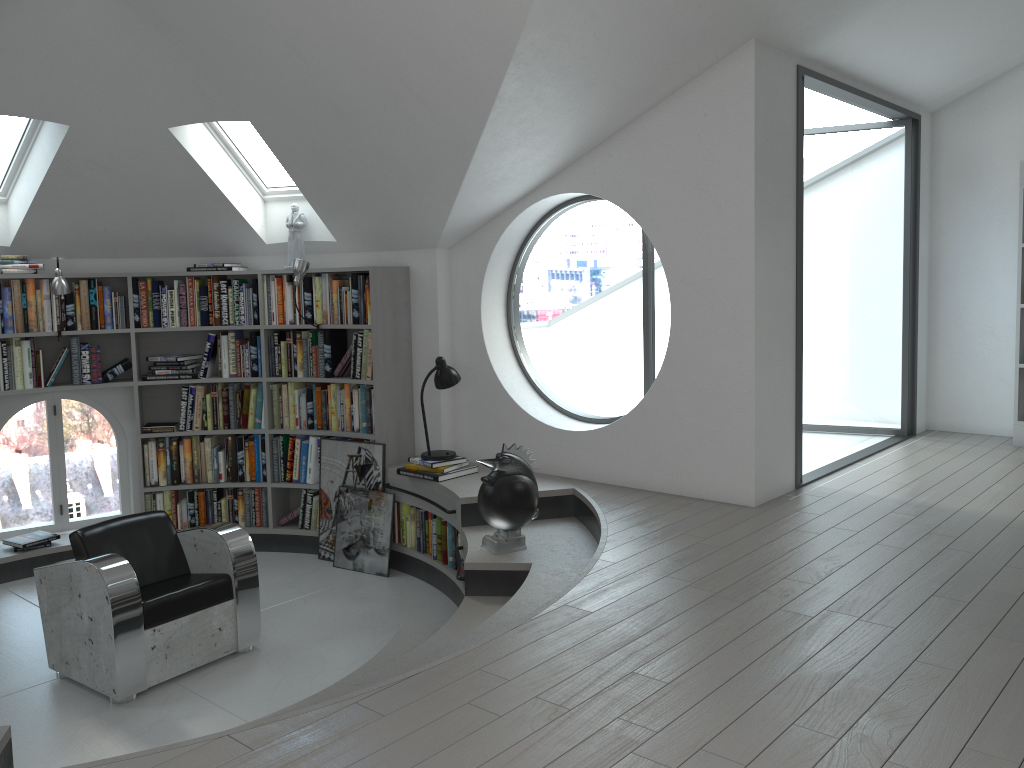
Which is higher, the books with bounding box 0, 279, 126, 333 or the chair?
the books with bounding box 0, 279, 126, 333

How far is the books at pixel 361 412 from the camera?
6.2m

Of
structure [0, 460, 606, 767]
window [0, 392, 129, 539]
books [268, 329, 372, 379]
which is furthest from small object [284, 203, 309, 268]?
window [0, 392, 129, 539]

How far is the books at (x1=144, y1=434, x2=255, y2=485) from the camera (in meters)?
6.42

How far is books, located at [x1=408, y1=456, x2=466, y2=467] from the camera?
5.61m

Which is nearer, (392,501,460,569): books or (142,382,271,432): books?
(392,501,460,569): books

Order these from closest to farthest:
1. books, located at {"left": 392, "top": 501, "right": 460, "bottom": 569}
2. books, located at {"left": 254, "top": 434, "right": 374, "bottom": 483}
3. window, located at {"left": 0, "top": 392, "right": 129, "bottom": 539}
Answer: books, located at {"left": 392, "top": 501, "right": 460, "bottom": 569} < books, located at {"left": 254, "top": 434, "right": 374, "bottom": 483} < window, located at {"left": 0, "top": 392, "right": 129, "bottom": 539}

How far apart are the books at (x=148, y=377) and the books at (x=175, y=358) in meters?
0.1

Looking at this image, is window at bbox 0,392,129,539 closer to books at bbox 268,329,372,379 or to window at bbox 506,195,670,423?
books at bbox 268,329,372,379

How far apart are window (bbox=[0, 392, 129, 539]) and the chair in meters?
2.1
